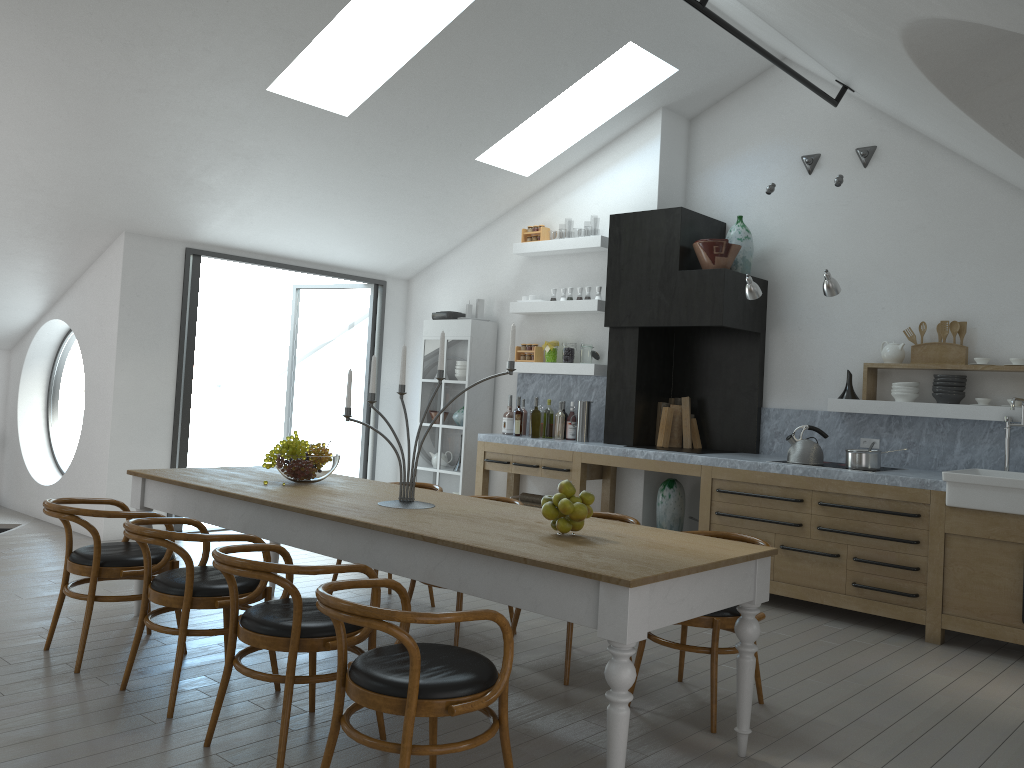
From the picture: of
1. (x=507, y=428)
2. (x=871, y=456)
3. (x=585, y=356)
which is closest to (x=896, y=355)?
(x=871, y=456)

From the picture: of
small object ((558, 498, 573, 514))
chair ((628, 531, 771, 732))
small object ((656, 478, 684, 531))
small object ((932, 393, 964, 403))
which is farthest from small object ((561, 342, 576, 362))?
small object ((558, 498, 573, 514))

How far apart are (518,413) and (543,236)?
1.6 meters

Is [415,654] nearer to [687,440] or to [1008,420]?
[1008,420]

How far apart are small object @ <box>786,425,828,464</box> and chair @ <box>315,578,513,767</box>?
3.8 meters

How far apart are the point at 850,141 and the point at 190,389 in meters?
5.7

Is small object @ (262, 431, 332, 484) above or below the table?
above

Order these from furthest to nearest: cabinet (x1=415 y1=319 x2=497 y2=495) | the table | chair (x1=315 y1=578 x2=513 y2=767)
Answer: cabinet (x1=415 y1=319 x2=497 y2=495)
the table
chair (x1=315 y1=578 x2=513 y2=767)

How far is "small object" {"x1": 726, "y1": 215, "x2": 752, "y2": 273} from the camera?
6.9 meters

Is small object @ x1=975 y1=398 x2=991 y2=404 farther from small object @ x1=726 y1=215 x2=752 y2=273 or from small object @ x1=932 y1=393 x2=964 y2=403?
small object @ x1=726 y1=215 x2=752 y2=273
